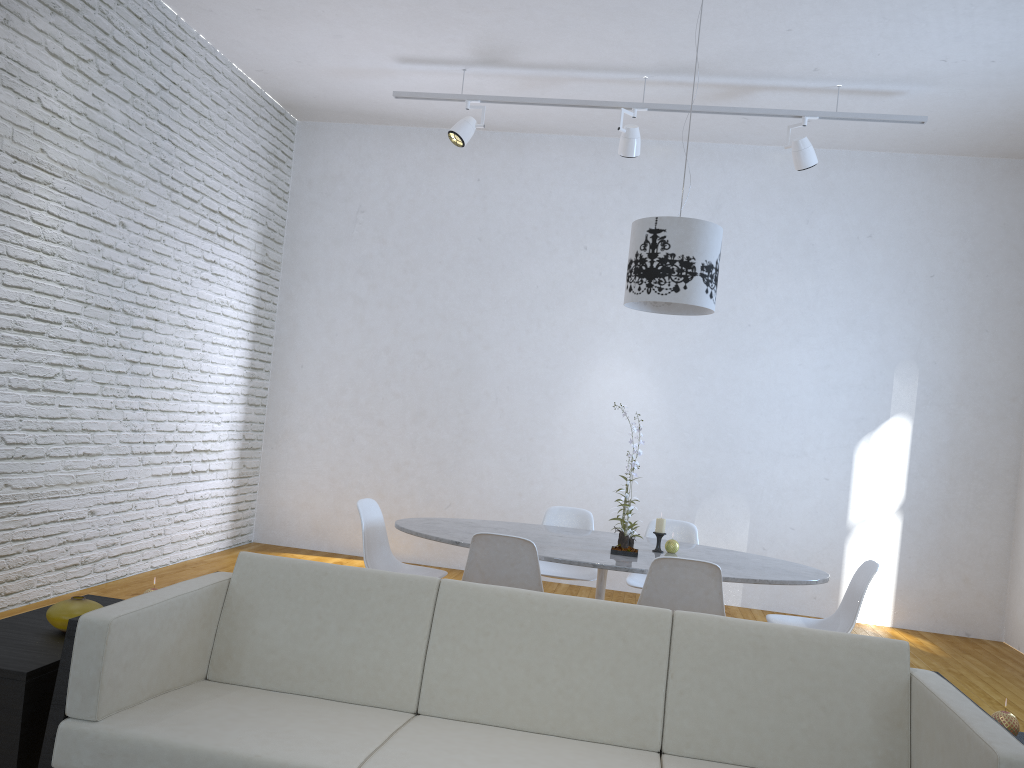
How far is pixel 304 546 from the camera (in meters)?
6.63

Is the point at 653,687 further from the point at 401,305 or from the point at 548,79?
the point at 401,305

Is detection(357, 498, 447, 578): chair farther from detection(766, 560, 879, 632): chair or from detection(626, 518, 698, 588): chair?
detection(766, 560, 879, 632): chair

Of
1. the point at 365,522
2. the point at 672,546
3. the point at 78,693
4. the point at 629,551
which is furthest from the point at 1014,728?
the point at 365,522

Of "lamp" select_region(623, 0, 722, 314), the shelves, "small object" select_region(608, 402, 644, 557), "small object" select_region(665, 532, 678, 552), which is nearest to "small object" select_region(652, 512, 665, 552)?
"small object" select_region(665, 532, 678, 552)

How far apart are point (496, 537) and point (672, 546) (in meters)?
0.92

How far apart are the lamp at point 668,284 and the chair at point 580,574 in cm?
122

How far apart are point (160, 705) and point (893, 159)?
5.8m

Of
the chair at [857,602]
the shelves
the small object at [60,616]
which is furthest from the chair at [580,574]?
the small object at [60,616]

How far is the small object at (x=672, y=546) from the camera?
3.9 meters
